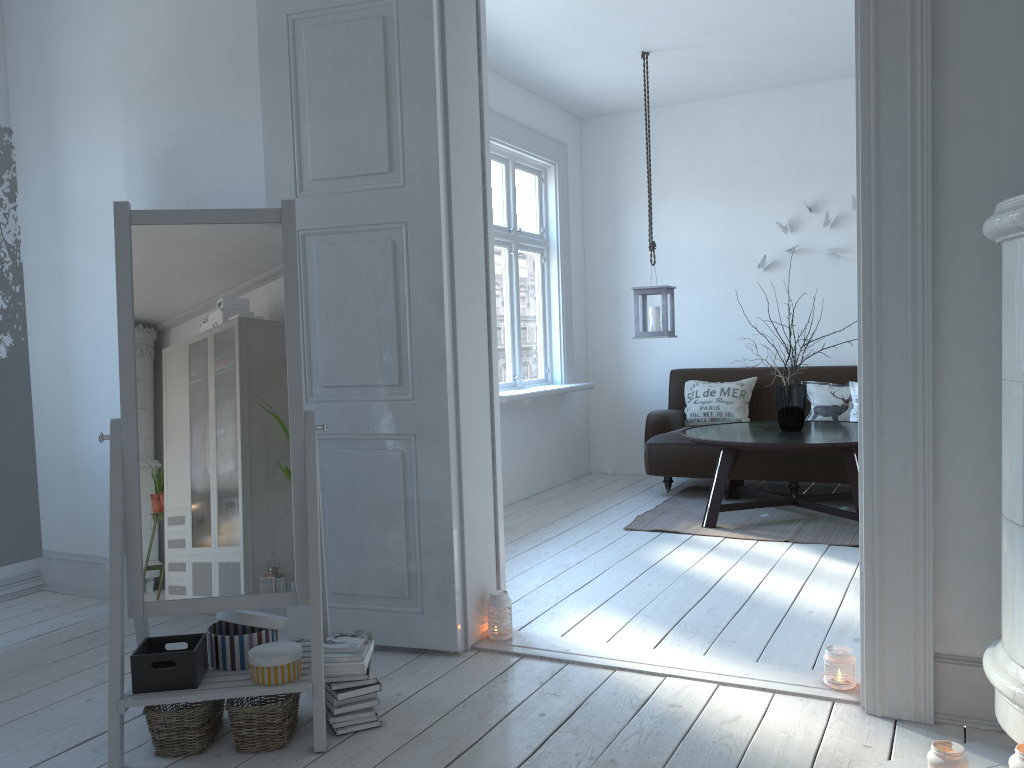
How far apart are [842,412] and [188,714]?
4.6m

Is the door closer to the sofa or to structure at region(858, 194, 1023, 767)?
structure at region(858, 194, 1023, 767)

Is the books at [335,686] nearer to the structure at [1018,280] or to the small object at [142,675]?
the small object at [142,675]

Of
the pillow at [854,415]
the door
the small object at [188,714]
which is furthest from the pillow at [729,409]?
the small object at [188,714]

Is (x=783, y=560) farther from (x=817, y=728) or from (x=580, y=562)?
(x=817, y=728)

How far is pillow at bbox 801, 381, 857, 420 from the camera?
5.8 meters

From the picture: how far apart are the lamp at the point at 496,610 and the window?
2.25m

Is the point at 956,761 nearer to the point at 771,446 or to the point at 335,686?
the point at 335,686

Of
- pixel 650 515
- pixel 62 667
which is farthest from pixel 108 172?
pixel 650 515

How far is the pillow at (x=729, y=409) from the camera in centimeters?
612cm
